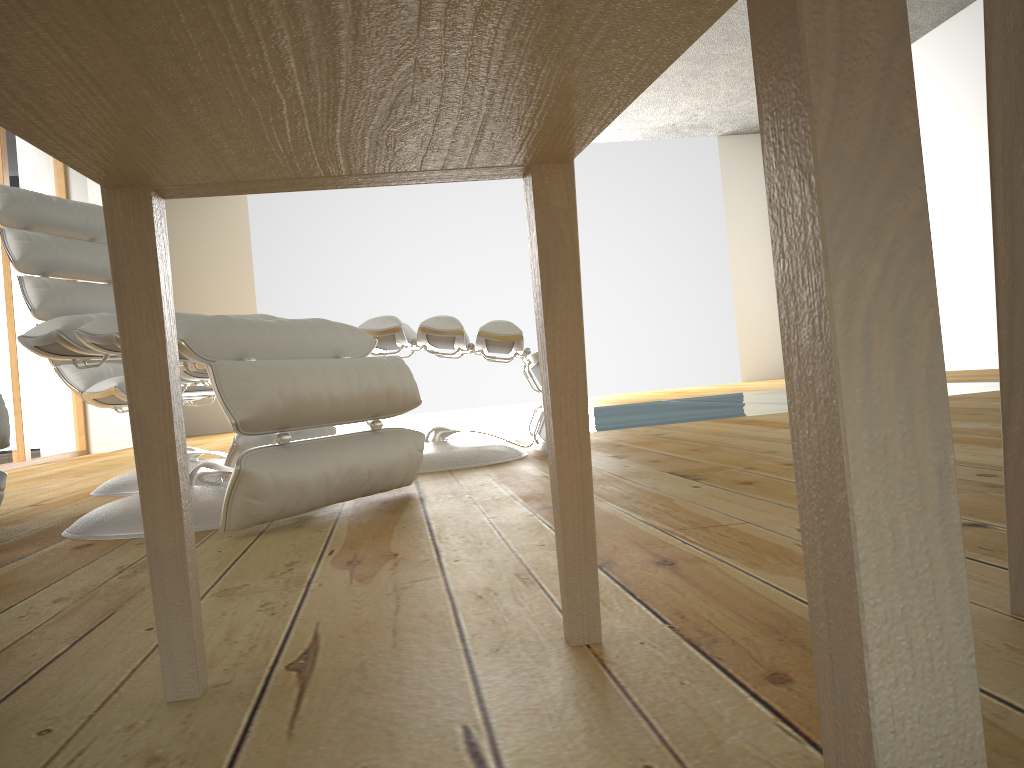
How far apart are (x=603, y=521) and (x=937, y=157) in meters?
6.1 m

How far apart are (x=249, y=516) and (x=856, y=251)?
1.35m

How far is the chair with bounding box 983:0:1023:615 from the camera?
0.7m

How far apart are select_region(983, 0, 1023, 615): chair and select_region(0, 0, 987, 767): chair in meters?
0.3

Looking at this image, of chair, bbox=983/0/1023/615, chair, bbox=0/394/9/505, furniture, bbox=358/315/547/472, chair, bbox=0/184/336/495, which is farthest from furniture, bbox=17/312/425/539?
chair, bbox=983/0/1023/615

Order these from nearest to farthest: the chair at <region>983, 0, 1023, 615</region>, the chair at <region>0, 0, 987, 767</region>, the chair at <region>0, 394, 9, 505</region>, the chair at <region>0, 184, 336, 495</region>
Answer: the chair at <region>0, 0, 987, 767</region>, the chair at <region>983, 0, 1023, 615</region>, the chair at <region>0, 394, 9, 505</region>, the chair at <region>0, 184, 336, 495</region>

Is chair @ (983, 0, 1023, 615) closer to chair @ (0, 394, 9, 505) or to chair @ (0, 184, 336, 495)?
chair @ (0, 394, 9, 505)

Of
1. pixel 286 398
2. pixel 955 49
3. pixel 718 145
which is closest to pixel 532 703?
pixel 286 398

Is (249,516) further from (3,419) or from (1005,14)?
(1005,14)

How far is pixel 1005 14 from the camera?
0.7 meters
